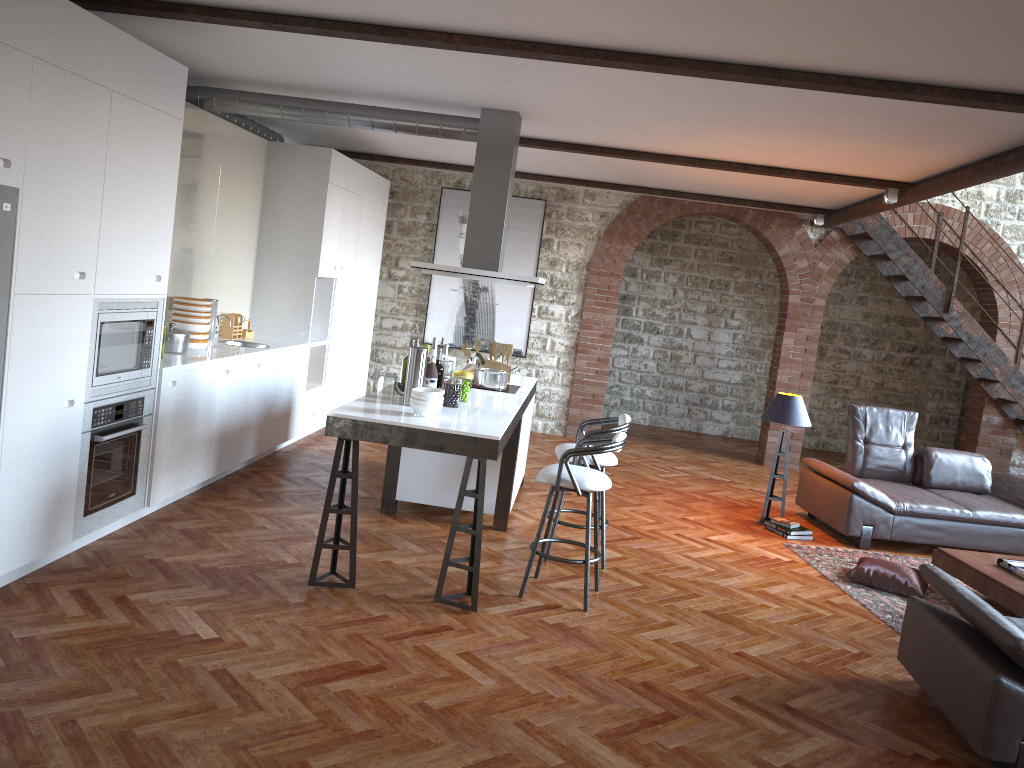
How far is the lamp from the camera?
7.2m

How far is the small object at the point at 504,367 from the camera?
7.0m

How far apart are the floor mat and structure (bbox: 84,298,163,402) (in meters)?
4.56

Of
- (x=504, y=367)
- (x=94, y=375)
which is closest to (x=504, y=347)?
(x=504, y=367)

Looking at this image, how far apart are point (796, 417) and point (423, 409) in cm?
371

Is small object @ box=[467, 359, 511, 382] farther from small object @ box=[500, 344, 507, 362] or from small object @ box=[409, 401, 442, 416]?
small object @ box=[409, 401, 442, 416]

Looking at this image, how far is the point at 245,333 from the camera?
7.7m

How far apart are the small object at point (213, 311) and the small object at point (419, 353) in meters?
2.3

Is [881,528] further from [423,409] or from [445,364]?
[423,409]

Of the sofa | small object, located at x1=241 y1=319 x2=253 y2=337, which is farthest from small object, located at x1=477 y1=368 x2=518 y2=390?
the sofa
